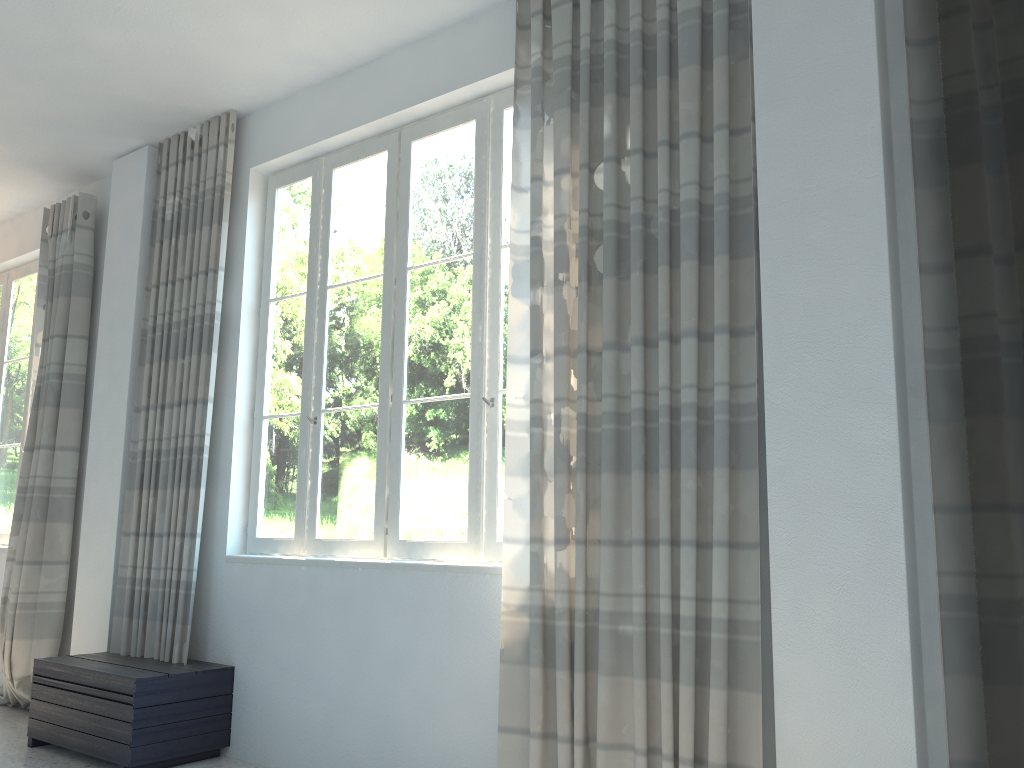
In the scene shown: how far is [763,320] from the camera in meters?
2.7 m

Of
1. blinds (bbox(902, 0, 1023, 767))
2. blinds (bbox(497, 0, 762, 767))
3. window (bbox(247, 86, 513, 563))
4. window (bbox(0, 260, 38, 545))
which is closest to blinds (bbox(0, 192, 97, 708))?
window (bbox(0, 260, 38, 545))

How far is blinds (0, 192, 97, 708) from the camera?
4.95m

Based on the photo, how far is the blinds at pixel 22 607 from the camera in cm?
495

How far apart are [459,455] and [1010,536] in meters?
2.1 m

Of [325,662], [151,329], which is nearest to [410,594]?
[325,662]

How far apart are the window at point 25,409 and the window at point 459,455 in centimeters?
249cm

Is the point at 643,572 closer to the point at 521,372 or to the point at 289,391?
the point at 521,372

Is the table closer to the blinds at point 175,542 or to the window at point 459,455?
the blinds at point 175,542

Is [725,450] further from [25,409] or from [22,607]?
[25,409]
